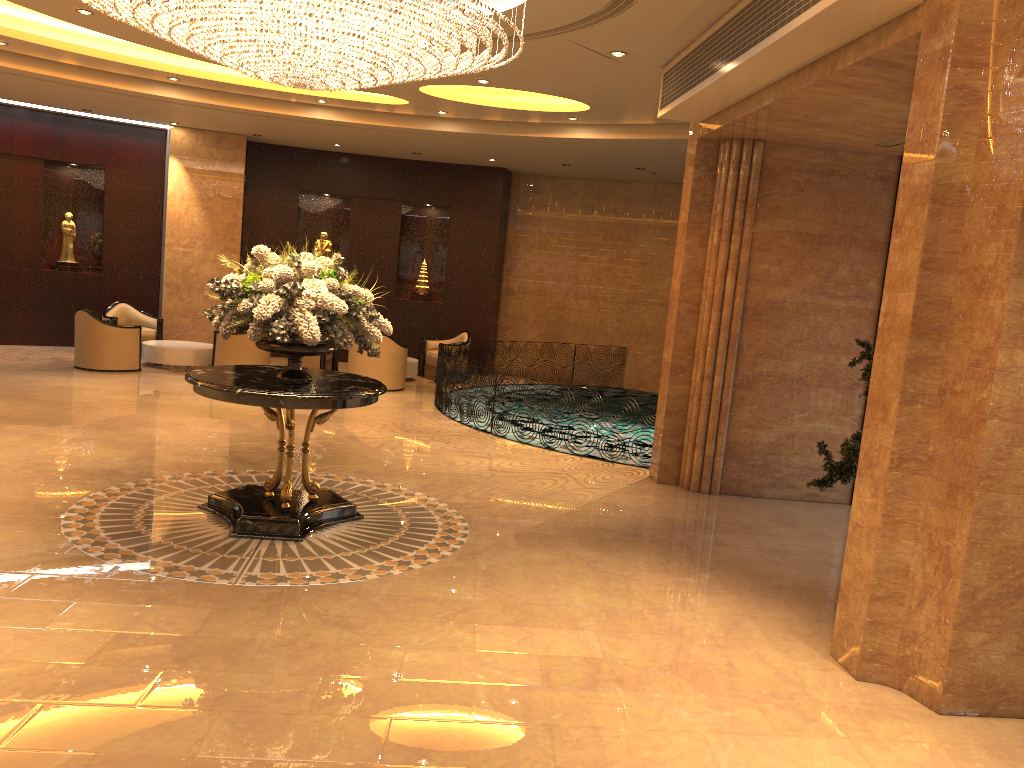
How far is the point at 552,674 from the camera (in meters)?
4.61

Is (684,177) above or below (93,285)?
above

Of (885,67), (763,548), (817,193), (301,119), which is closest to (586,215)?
(301,119)

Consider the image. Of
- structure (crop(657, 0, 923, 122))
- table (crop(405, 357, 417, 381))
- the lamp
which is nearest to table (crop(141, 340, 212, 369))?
table (crop(405, 357, 417, 381))

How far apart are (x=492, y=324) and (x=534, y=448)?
7.1 meters

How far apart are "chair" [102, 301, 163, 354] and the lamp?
8.5m

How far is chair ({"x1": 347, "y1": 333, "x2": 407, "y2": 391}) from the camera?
13.8m

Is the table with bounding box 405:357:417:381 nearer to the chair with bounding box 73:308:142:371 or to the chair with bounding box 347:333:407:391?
the chair with bounding box 347:333:407:391

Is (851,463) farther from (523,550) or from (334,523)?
(334,523)

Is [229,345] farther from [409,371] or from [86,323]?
[409,371]
